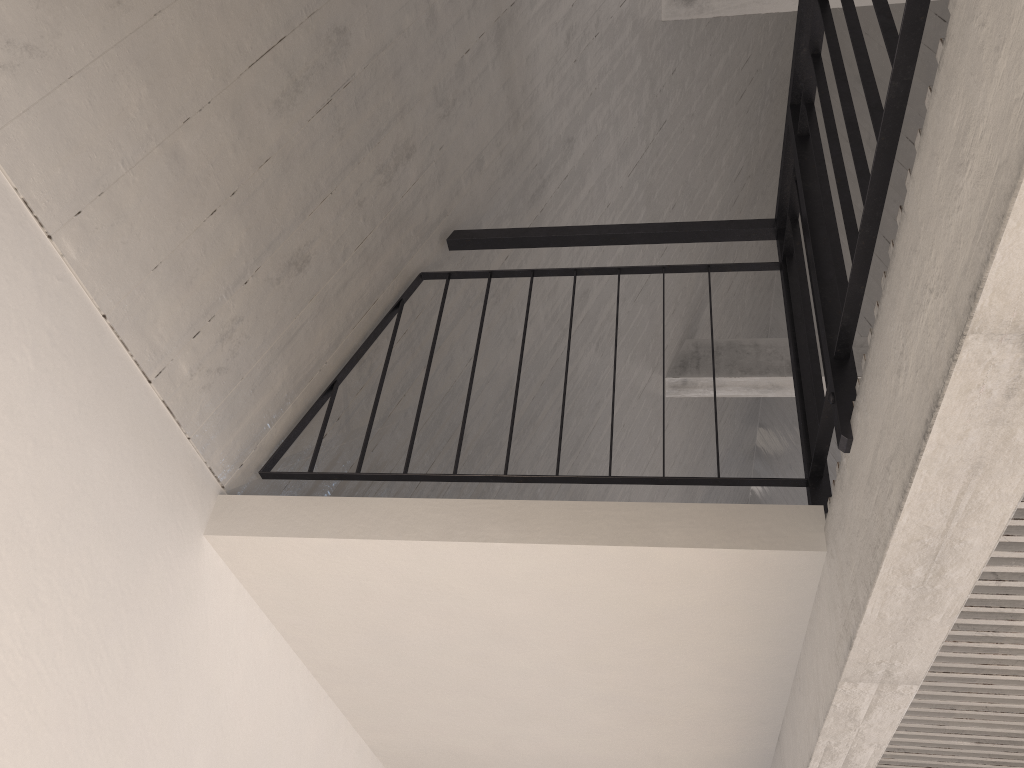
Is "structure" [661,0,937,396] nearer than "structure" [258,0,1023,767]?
No

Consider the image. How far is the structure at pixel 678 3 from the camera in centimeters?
387cm

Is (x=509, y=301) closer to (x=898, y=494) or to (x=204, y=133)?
(x=204, y=133)

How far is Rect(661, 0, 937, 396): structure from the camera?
3.9 meters

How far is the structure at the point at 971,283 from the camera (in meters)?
0.98

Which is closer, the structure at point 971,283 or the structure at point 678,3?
the structure at point 971,283

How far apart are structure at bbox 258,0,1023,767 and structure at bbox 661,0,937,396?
1.7 meters

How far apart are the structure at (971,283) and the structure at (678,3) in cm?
170

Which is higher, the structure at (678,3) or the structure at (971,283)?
the structure at (678,3)
